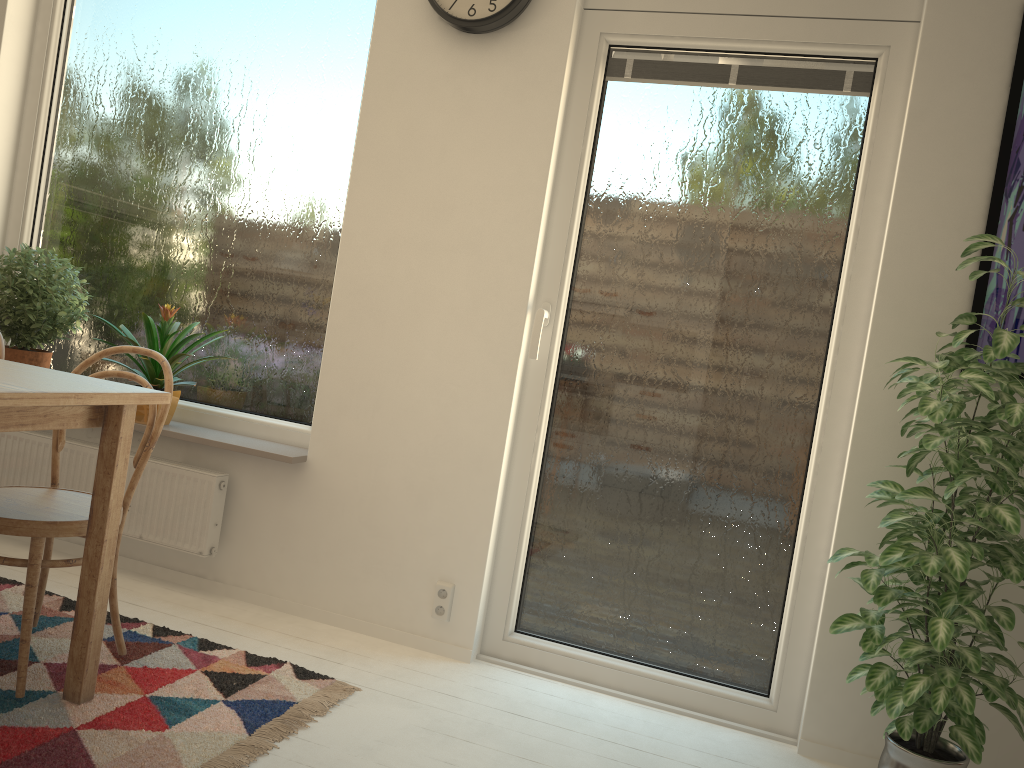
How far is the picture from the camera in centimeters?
232cm

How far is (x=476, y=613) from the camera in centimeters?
276cm

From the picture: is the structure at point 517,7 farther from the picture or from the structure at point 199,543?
the structure at point 199,543

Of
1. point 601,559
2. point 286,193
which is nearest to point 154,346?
point 286,193

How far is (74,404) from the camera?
1.79m

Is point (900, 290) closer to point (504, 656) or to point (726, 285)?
point (726, 285)

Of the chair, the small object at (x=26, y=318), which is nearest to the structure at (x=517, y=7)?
the chair

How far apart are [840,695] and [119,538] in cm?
200

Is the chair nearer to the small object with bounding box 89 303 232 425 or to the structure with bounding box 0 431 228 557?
the small object with bounding box 89 303 232 425

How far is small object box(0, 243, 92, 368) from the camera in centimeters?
312cm
